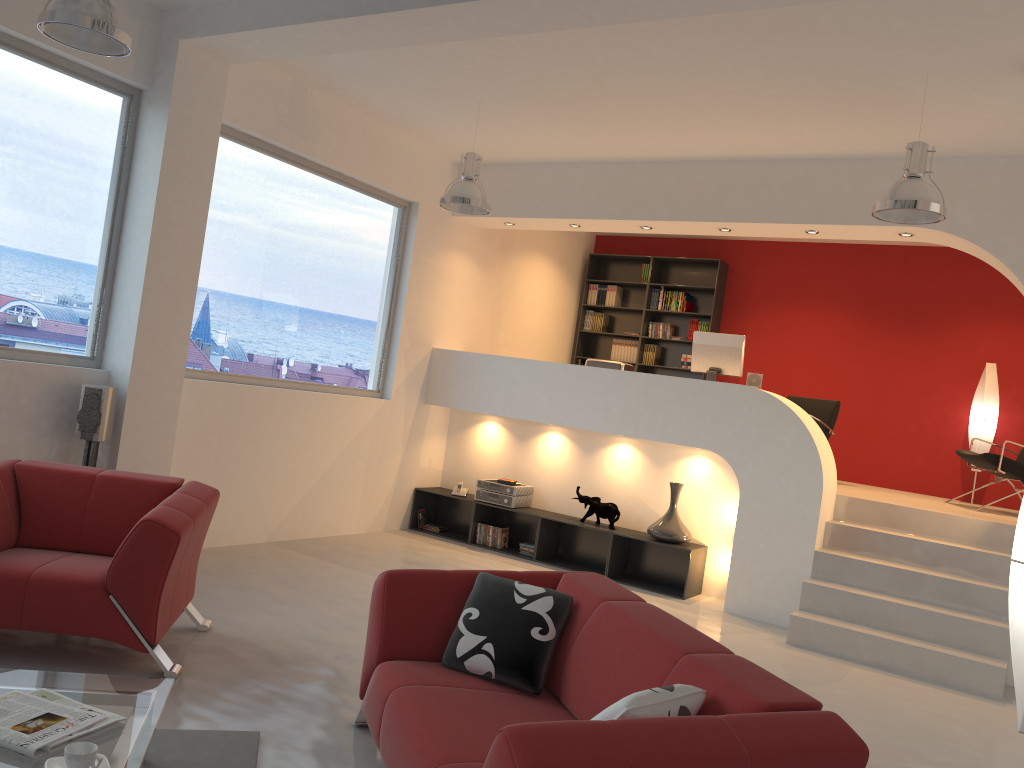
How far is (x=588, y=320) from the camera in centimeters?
1071cm

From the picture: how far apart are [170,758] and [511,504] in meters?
5.0

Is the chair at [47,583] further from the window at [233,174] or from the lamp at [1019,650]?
the lamp at [1019,650]

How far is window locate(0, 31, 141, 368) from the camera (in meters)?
5.08

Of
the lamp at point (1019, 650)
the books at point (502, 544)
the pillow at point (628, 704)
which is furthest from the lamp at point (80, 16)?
the books at point (502, 544)

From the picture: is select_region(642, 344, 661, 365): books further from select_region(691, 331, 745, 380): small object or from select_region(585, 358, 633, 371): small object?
select_region(691, 331, 745, 380): small object

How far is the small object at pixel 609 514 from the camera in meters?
7.5 m

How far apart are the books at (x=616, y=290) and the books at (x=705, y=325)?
1.1m

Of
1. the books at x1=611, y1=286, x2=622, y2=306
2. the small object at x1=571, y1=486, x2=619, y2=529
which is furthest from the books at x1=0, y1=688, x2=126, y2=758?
the books at x1=611, y1=286, x2=622, y2=306

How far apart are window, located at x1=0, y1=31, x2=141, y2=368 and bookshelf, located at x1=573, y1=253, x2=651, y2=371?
6.0m
